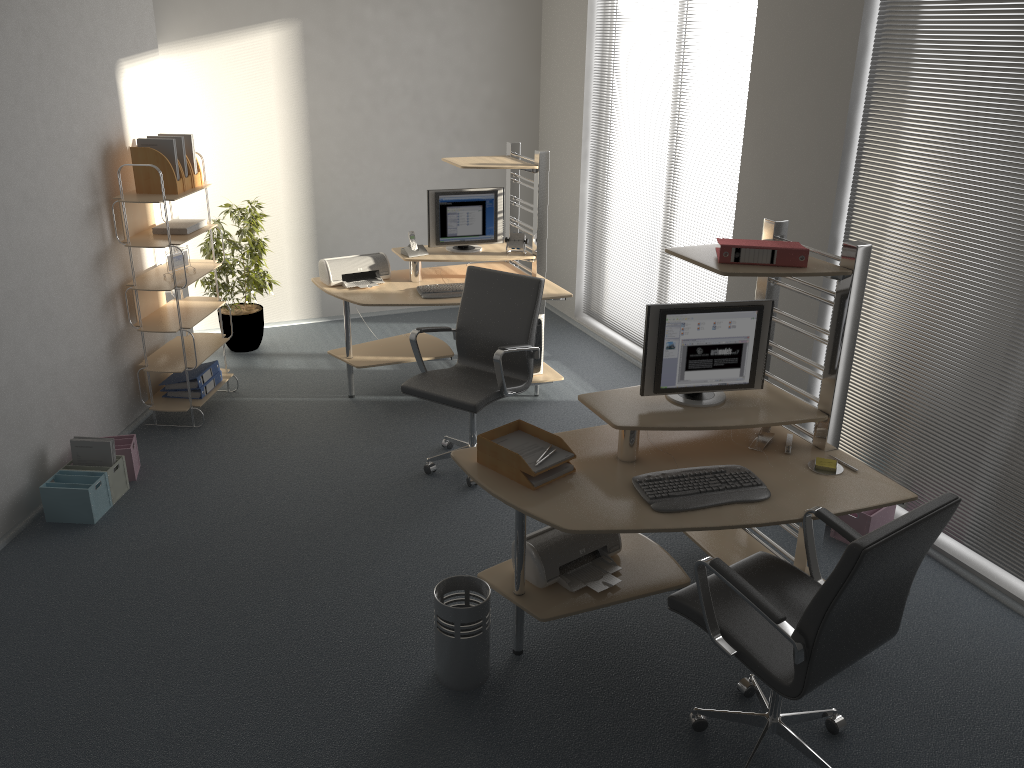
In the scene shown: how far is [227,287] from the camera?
6.4m

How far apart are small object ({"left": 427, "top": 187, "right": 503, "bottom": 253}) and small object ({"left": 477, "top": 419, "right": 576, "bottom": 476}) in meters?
2.6 m

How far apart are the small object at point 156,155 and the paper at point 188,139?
0.24m

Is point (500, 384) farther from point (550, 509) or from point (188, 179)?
point (188, 179)

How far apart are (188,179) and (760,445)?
3.63m

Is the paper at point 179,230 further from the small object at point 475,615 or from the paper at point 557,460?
the small object at point 475,615

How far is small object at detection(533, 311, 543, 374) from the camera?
5.8m

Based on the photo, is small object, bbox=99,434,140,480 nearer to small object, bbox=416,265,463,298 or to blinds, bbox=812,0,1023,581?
small object, bbox=416,265,463,298

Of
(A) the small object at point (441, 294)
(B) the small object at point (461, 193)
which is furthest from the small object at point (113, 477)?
(B) the small object at point (461, 193)

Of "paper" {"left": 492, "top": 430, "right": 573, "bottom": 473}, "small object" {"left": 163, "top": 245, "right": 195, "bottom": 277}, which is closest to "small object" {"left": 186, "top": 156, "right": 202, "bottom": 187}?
"small object" {"left": 163, "top": 245, "right": 195, "bottom": 277}
